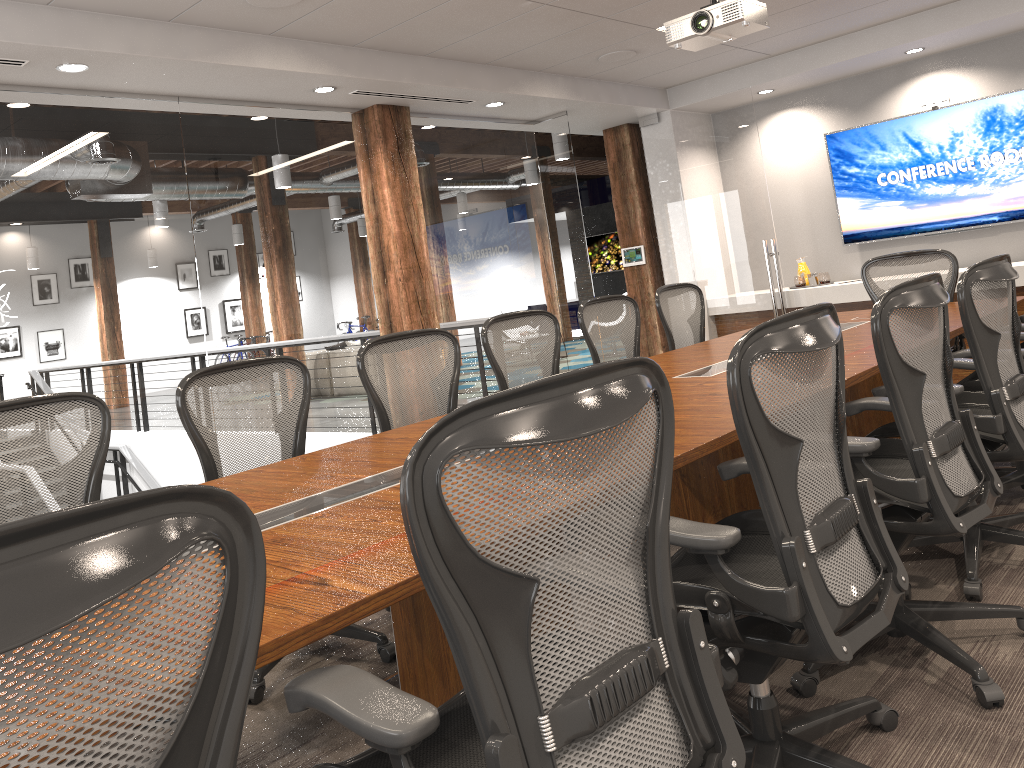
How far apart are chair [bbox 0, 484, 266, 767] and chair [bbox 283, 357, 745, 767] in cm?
22

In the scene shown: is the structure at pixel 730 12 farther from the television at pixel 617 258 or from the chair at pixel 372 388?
the television at pixel 617 258

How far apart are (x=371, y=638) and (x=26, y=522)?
2.6 meters

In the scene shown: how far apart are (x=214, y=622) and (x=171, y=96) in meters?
4.3

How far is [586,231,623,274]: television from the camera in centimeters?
1736cm

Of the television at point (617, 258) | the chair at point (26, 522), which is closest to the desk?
the chair at point (26, 522)

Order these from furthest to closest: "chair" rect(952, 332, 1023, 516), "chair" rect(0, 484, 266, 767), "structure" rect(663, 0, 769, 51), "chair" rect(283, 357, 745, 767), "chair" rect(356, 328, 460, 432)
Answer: "structure" rect(663, 0, 769, 51) < "chair" rect(356, 328, 460, 432) < "chair" rect(952, 332, 1023, 516) < "chair" rect(283, 357, 745, 767) < "chair" rect(0, 484, 266, 767)

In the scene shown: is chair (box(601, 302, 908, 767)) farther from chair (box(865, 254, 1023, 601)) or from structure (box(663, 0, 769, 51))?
structure (box(663, 0, 769, 51))

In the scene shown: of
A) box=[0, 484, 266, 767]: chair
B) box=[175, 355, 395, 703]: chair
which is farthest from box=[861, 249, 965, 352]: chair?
box=[0, 484, 266, 767]: chair

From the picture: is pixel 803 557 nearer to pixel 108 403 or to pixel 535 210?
pixel 108 403
